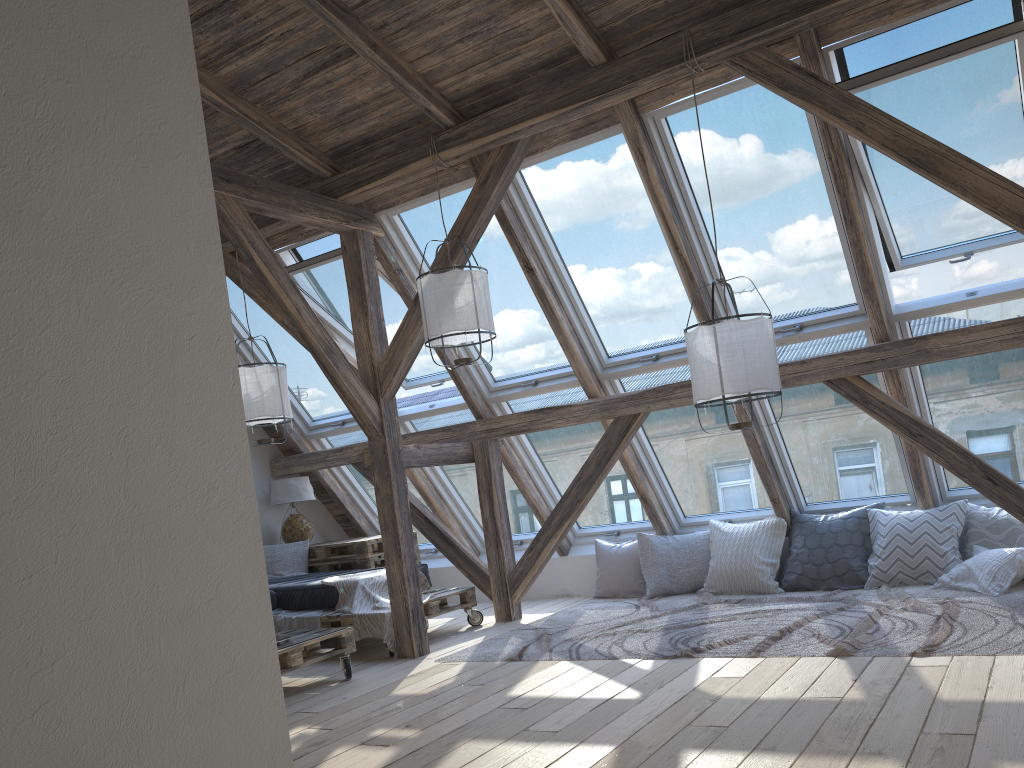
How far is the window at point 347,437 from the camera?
Result: 7.40m

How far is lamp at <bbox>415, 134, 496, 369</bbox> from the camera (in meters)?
4.77

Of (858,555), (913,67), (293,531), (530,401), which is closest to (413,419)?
(530,401)

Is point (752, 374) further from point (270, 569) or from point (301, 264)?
point (270, 569)

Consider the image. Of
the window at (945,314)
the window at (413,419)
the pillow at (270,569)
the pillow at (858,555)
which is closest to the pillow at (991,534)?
the pillow at (858,555)

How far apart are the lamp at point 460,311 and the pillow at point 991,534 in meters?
2.8 m

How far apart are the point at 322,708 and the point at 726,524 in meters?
3.3 m

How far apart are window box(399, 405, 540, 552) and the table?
0.66m

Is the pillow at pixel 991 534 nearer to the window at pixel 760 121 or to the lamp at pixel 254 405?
the window at pixel 760 121

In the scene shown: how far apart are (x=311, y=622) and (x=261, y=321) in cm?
241
